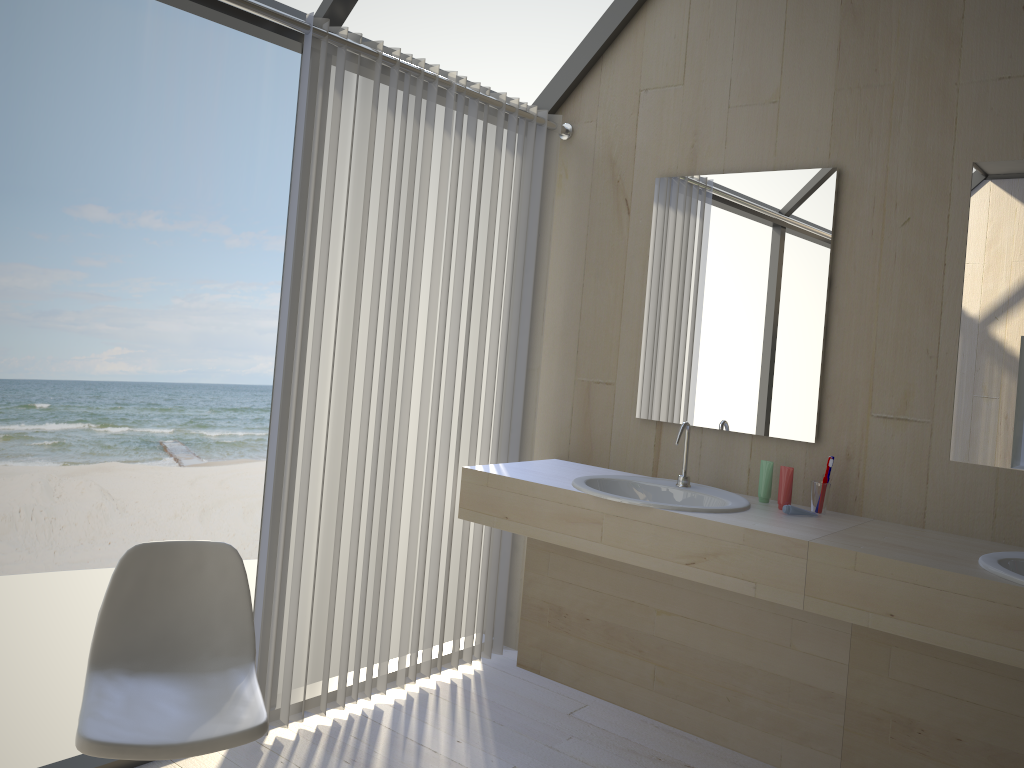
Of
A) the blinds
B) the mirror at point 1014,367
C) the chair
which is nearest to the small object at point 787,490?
the mirror at point 1014,367

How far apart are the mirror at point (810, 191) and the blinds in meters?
0.4

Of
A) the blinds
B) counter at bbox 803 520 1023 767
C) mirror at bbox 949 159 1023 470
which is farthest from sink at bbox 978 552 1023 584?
the blinds

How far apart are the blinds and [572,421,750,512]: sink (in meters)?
0.45

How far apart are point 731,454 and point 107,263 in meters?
10.8 m

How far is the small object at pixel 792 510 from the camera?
2.63m

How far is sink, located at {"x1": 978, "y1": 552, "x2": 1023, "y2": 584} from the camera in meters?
2.0 m

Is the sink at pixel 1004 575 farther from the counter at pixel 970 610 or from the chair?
the chair

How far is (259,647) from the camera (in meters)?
2.58

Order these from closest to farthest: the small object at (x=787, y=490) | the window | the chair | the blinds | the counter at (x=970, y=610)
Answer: the chair
the counter at (x=970, y=610)
the window
the blinds
the small object at (x=787, y=490)
